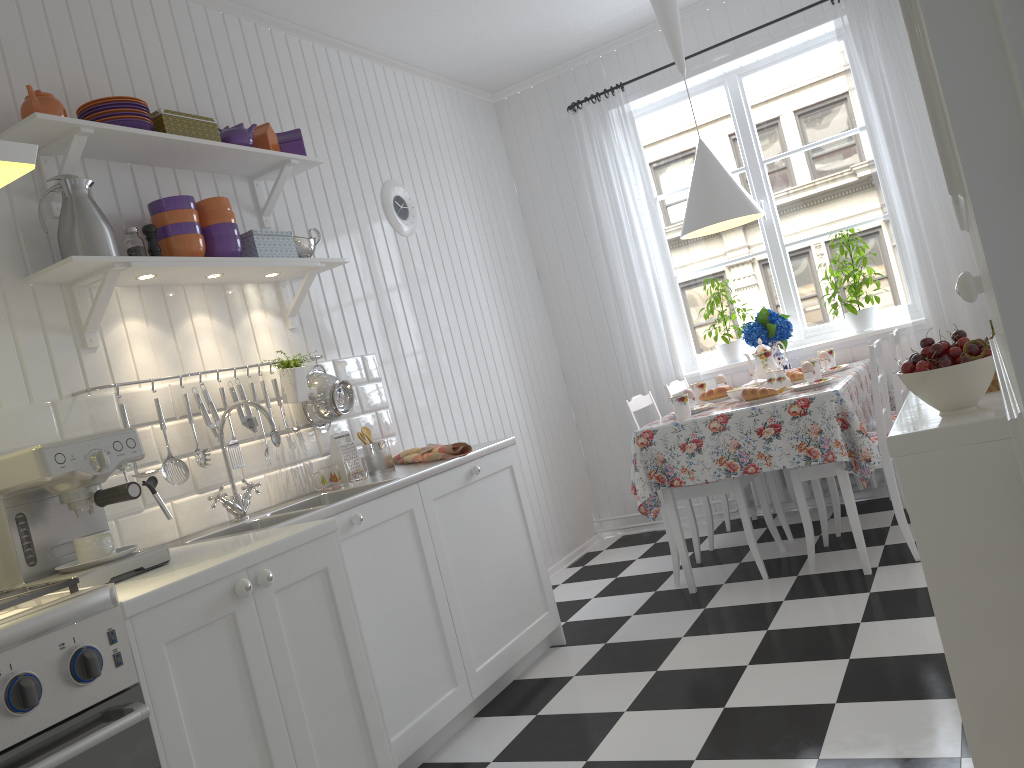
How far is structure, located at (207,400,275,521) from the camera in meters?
2.6

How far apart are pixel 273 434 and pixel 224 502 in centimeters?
37cm

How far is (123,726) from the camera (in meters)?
1.43

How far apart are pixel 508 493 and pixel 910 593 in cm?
143

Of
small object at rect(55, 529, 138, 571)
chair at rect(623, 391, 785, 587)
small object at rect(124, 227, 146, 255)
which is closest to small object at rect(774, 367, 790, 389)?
chair at rect(623, 391, 785, 587)

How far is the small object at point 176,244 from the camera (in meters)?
2.66

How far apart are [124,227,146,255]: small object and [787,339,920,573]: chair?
2.5m

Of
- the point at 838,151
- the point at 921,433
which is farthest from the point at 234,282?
the point at 838,151

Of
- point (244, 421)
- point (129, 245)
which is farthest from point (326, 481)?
point (129, 245)

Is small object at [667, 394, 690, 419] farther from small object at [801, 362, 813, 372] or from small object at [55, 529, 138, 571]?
small object at [55, 529, 138, 571]
